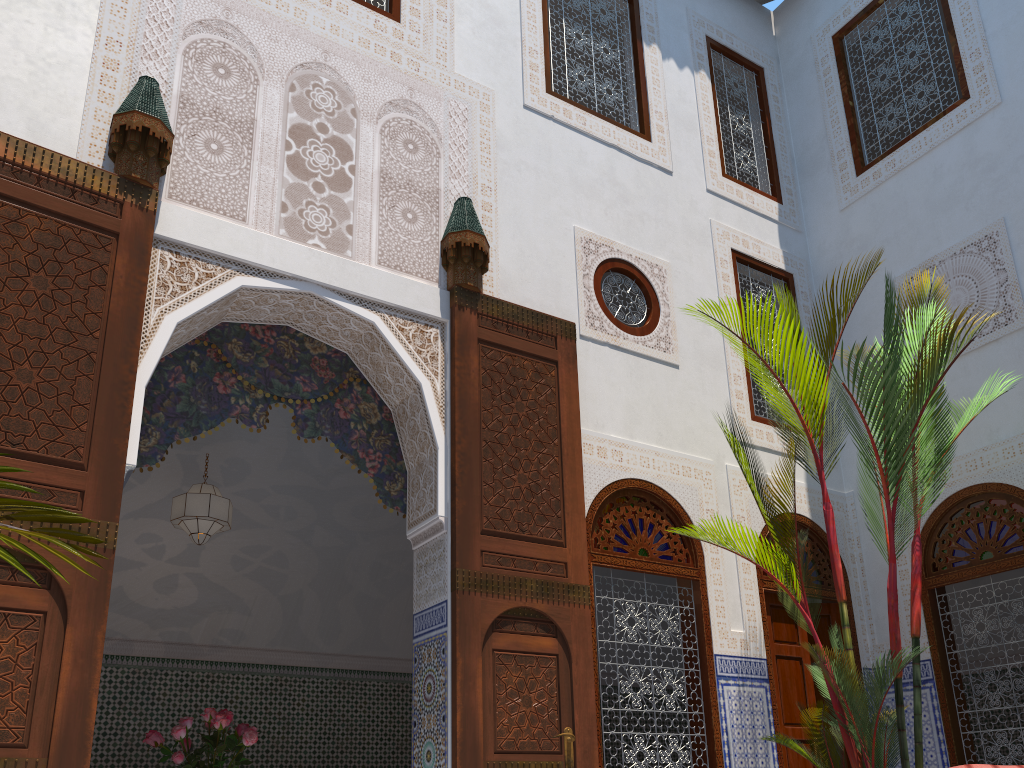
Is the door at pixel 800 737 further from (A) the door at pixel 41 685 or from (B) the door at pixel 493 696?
(A) the door at pixel 41 685

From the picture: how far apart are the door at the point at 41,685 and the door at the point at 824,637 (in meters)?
3.05

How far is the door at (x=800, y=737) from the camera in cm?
368

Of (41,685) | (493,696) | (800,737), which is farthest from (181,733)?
(800,737)

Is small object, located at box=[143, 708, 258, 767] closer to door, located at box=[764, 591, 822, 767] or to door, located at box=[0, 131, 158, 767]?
door, located at box=[0, 131, 158, 767]

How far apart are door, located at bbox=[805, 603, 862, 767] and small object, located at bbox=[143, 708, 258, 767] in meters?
2.4

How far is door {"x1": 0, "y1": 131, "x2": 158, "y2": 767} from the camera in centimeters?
220cm

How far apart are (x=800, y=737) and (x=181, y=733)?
2.47m

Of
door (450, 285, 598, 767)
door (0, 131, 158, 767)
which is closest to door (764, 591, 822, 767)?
door (450, 285, 598, 767)

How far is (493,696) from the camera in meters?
2.9 m
